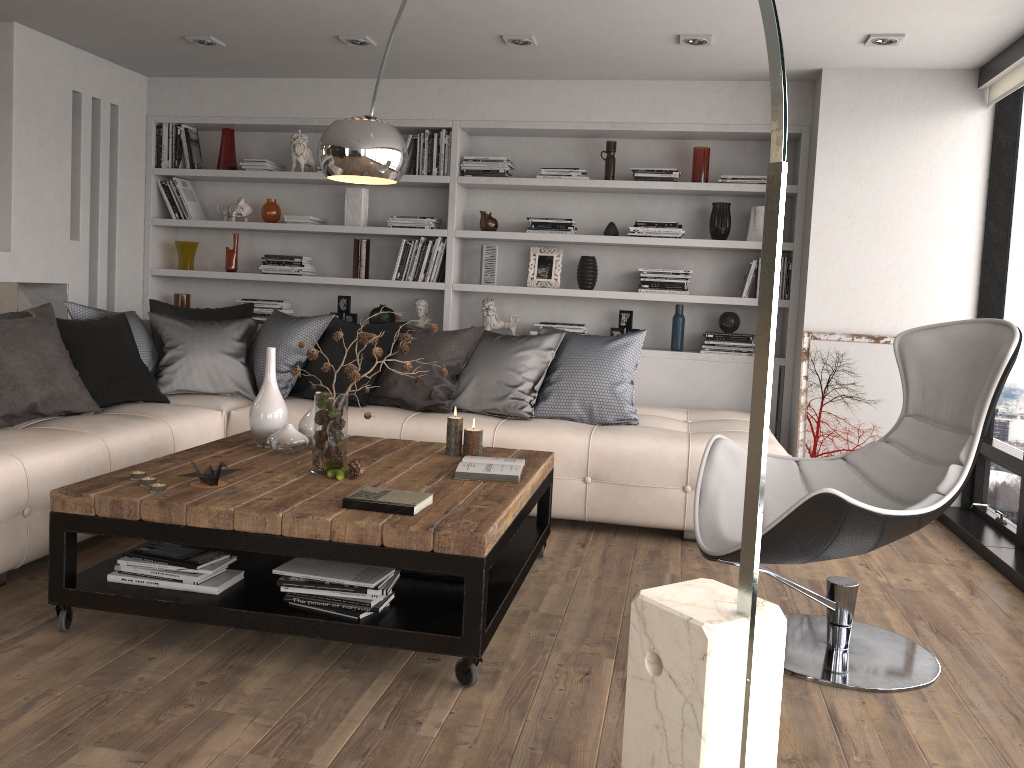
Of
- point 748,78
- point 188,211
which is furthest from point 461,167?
point 188,211

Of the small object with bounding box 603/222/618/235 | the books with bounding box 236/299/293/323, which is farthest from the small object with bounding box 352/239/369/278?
the small object with bounding box 603/222/618/235

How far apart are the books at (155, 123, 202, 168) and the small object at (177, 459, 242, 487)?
3.7m

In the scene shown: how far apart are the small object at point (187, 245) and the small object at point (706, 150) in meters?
3.4 m

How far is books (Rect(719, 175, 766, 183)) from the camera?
5.3m

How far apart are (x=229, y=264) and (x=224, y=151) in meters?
0.8

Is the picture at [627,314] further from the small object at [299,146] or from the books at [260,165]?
the books at [260,165]

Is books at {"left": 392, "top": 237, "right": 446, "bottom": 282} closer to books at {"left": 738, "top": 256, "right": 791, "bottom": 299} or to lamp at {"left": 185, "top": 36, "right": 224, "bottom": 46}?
lamp at {"left": 185, "top": 36, "right": 224, "bottom": 46}

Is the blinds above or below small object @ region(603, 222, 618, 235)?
above

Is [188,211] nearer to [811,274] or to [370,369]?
[370,369]
